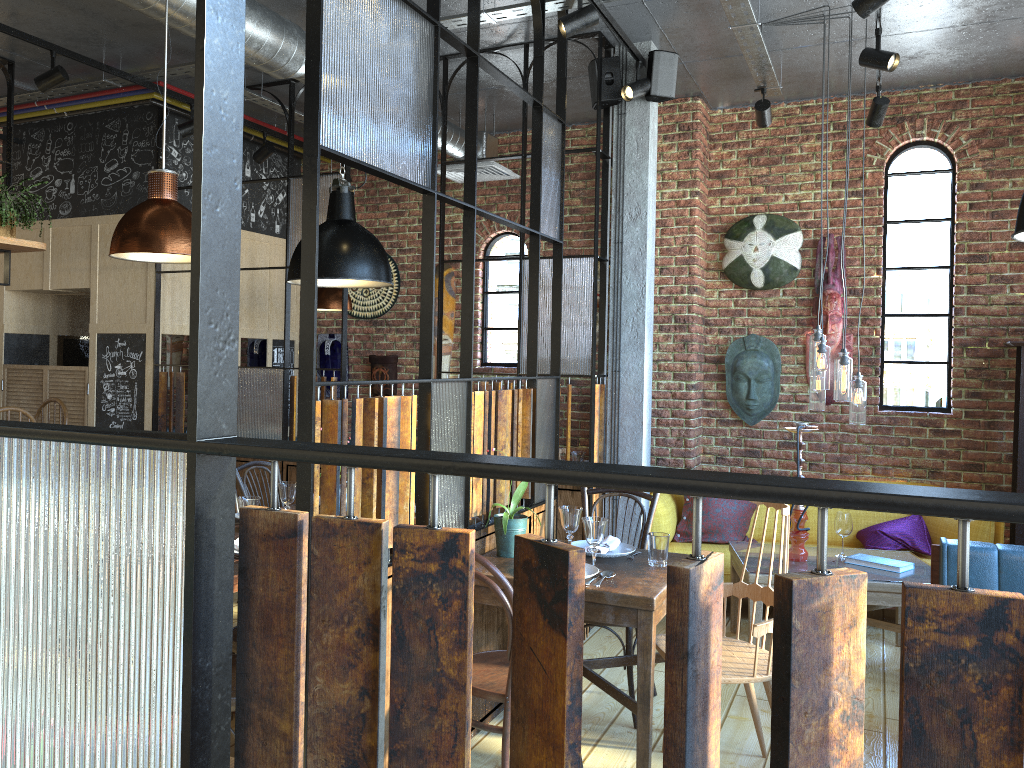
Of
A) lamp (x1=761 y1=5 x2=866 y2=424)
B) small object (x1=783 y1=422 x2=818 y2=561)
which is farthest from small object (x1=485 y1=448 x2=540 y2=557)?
lamp (x1=761 y1=5 x2=866 y2=424)

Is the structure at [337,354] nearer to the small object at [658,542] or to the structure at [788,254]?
the structure at [788,254]

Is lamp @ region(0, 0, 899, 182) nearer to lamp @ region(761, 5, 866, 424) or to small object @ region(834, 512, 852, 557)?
lamp @ region(761, 5, 866, 424)

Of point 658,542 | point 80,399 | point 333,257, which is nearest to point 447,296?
point 80,399

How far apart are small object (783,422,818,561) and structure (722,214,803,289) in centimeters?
177cm

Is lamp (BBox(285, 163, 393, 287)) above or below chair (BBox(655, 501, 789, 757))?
above

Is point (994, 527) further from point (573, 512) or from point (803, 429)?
point (573, 512)

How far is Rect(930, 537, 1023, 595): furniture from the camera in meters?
3.5

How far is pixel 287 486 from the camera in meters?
4.0

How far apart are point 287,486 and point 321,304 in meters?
2.6 m
